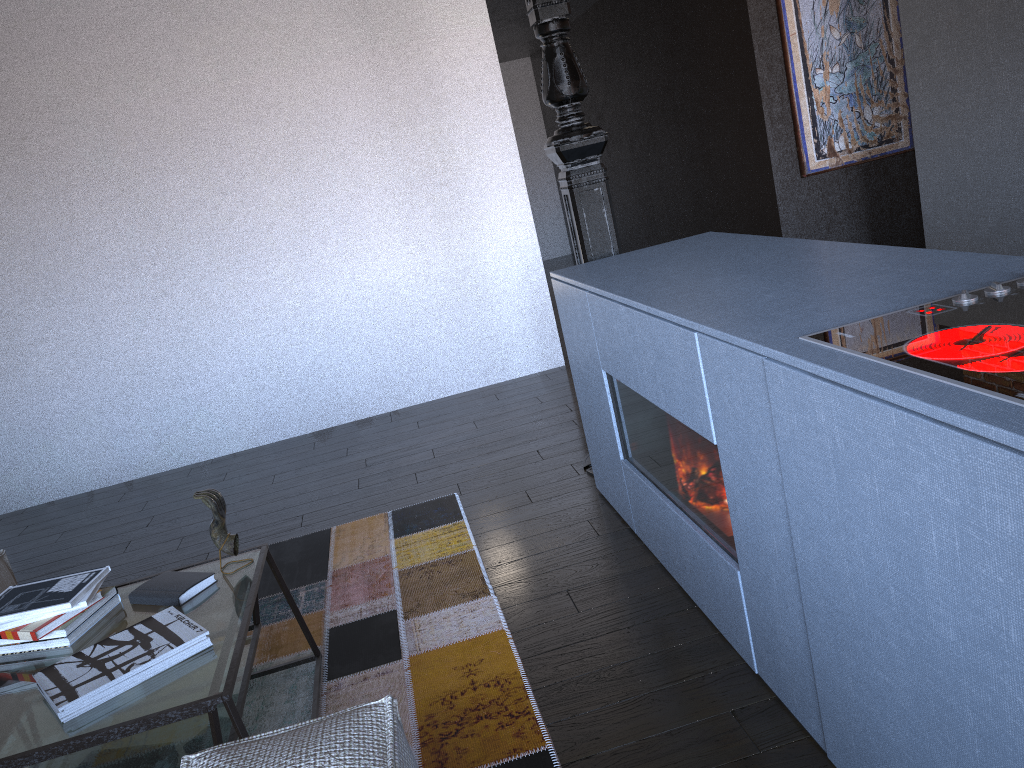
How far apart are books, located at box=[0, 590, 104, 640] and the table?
0.0m

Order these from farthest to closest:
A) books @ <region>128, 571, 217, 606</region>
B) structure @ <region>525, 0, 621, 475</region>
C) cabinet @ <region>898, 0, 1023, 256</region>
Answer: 1. cabinet @ <region>898, 0, 1023, 256</region>
2. structure @ <region>525, 0, 621, 475</region>
3. books @ <region>128, 571, 217, 606</region>

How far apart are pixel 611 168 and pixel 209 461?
5.1m

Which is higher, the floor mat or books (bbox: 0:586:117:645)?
books (bbox: 0:586:117:645)

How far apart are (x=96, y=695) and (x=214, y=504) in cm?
56

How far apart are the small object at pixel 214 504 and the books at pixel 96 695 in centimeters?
23cm

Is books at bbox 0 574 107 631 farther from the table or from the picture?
the picture

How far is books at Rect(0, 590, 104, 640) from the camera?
2.0 meters

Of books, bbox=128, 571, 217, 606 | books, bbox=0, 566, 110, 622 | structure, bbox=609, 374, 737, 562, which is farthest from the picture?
books, bbox=0, 566, 110, 622

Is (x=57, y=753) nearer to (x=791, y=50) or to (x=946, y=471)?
(x=946, y=471)
